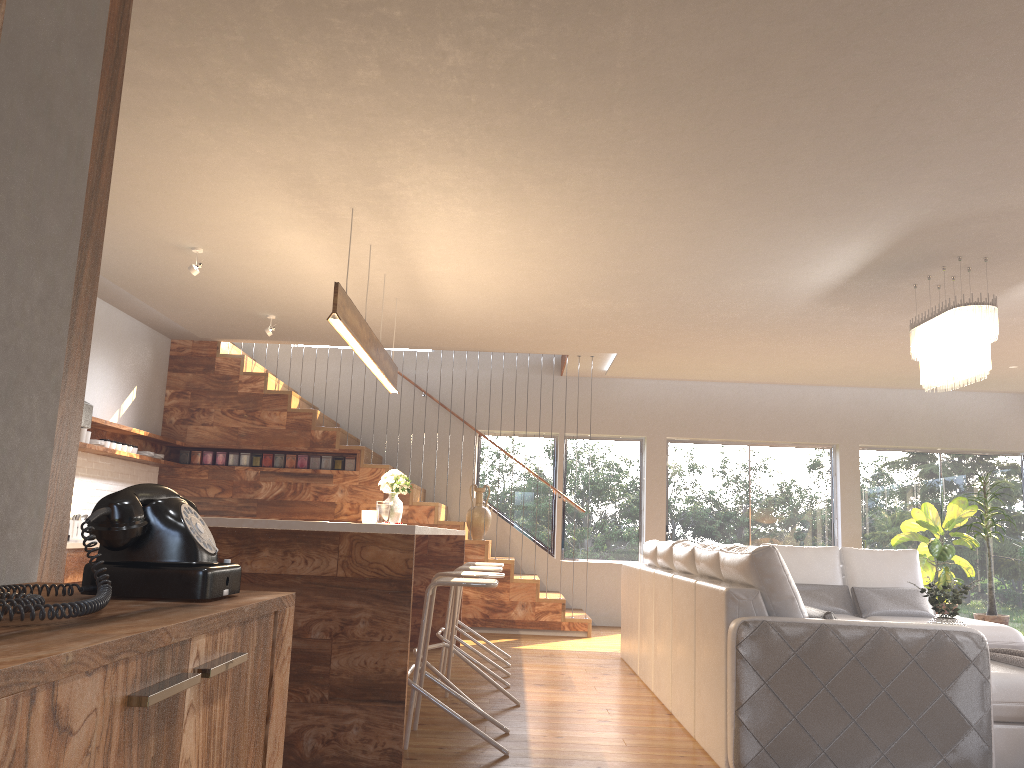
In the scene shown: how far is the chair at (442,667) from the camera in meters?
5.7 m

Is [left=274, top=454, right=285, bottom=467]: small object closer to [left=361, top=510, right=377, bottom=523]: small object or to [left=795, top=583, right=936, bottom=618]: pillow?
[left=361, top=510, right=377, bottom=523]: small object

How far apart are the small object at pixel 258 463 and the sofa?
3.99m

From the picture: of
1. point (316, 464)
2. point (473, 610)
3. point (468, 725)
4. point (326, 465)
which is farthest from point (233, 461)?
point (468, 725)

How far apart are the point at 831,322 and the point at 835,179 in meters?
3.0 m

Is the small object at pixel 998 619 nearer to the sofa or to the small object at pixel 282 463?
the sofa

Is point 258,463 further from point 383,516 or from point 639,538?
point 639,538

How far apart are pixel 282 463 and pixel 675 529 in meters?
4.5

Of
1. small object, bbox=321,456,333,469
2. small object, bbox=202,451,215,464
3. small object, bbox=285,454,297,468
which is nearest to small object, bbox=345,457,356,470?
small object, bbox=321,456,333,469

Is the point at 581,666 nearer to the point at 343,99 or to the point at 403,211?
the point at 403,211
